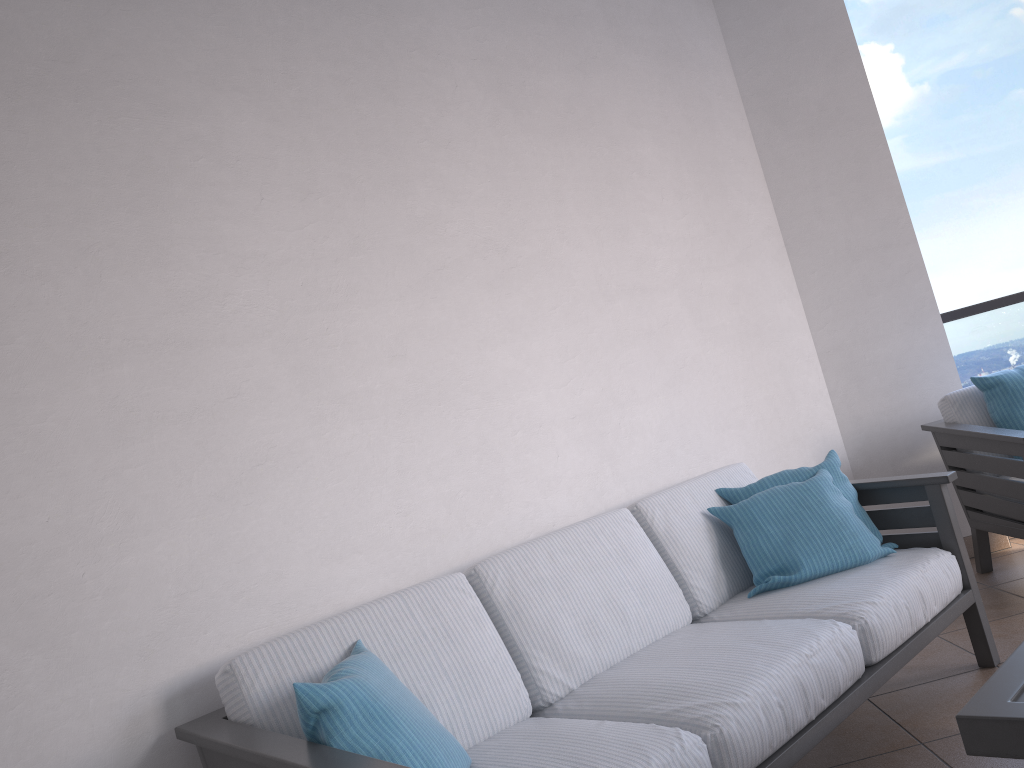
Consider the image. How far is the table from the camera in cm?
126

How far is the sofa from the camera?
1.8m

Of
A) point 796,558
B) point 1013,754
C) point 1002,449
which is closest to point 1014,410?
point 1002,449

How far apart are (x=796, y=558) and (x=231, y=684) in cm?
163

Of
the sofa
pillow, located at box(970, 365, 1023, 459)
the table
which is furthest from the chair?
the table

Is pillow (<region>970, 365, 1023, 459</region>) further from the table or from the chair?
the table

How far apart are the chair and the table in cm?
182

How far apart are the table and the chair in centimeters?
182cm

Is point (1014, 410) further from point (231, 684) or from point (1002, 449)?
point (231, 684)

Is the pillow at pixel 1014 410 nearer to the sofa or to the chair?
the chair
